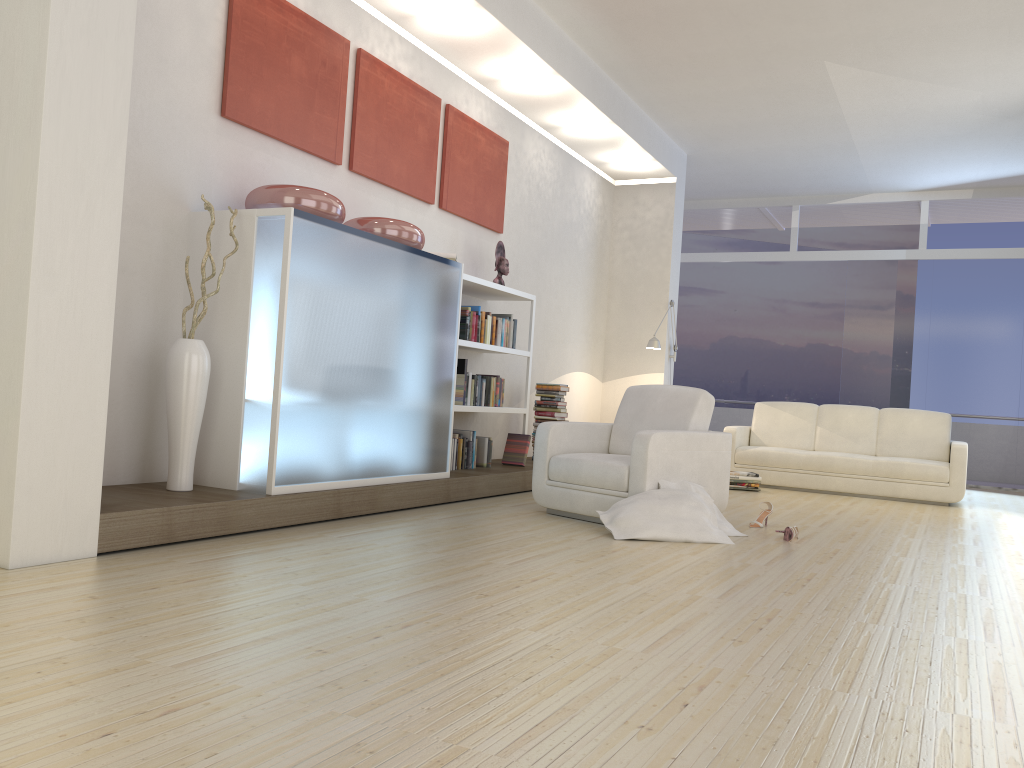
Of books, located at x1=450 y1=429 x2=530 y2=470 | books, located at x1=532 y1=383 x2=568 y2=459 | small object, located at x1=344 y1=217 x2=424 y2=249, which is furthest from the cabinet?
books, located at x1=532 y1=383 x2=568 y2=459

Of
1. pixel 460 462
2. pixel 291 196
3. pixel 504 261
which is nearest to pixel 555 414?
pixel 504 261

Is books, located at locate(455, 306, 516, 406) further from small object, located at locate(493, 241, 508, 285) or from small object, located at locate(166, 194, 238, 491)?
small object, located at locate(166, 194, 238, 491)

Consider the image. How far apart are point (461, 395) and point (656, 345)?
3.2m

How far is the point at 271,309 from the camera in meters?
4.3

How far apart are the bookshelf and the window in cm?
576

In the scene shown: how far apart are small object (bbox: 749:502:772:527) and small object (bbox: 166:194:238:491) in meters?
3.4 m

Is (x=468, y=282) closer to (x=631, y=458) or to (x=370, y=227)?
(x=370, y=227)

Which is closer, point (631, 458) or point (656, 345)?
point (631, 458)

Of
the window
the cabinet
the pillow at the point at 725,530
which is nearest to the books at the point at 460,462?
the cabinet
